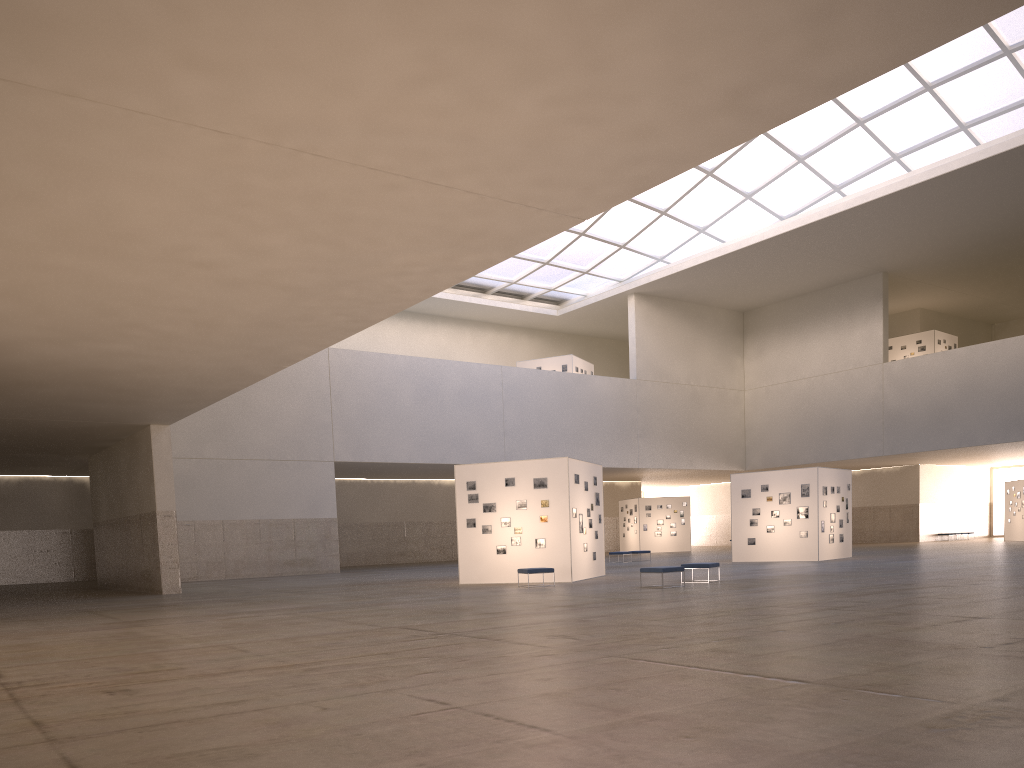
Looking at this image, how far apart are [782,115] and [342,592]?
23.60m

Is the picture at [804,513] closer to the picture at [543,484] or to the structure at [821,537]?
the structure at [821,537]

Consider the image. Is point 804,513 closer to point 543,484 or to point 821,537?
point 821,537

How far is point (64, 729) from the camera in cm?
821

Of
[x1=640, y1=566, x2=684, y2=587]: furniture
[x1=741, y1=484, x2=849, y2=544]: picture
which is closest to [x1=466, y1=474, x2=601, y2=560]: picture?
[x1=640, y1=566, x2=684, y2=587]: furniture

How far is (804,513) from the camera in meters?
42.2 m

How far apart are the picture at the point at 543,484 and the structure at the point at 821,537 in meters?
16.6 m

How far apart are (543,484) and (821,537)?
17.6m

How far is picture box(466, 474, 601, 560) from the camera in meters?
32.0 m

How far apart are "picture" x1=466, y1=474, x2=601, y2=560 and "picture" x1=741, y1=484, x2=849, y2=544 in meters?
16.6 m
